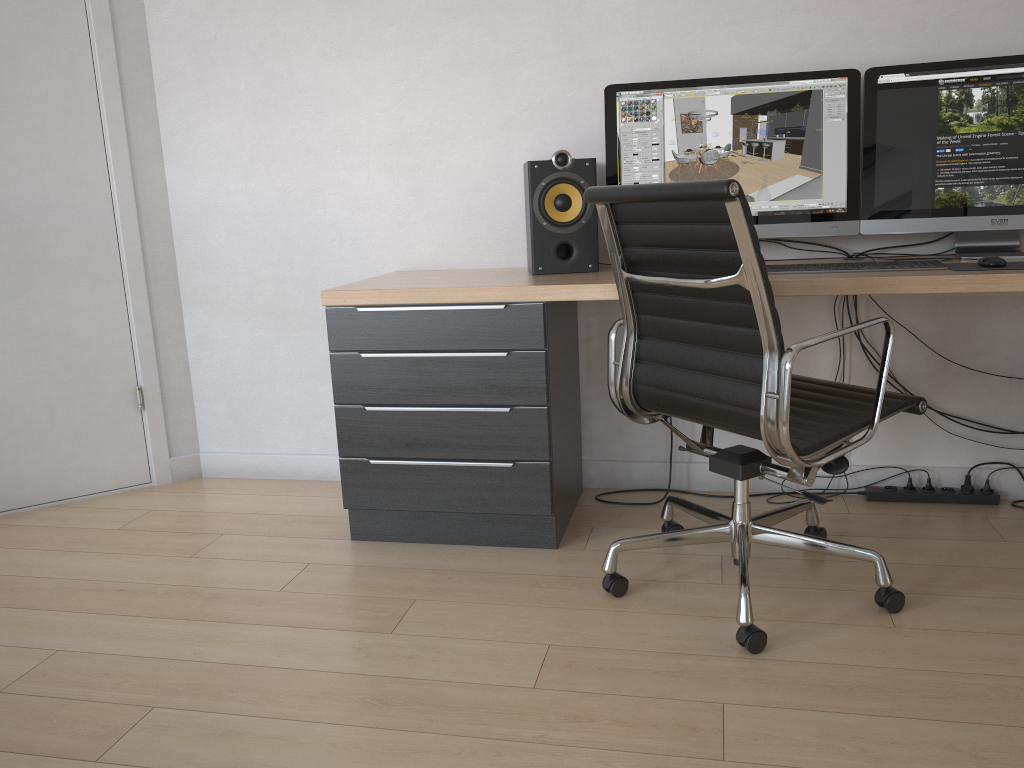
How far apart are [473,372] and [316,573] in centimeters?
70cm

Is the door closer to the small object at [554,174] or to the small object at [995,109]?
the small object at [554,174]

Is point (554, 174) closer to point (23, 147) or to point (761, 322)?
point (761, 322)

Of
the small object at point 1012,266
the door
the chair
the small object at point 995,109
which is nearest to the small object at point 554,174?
the chair

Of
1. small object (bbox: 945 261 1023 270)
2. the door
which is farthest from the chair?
the door

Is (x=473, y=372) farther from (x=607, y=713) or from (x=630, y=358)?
(x=607, y=713)

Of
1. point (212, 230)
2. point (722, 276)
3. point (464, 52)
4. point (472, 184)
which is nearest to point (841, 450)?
point (722, 276)

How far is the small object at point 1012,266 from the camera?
2.2m

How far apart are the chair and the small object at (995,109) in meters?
Result: 0.5

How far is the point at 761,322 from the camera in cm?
180
